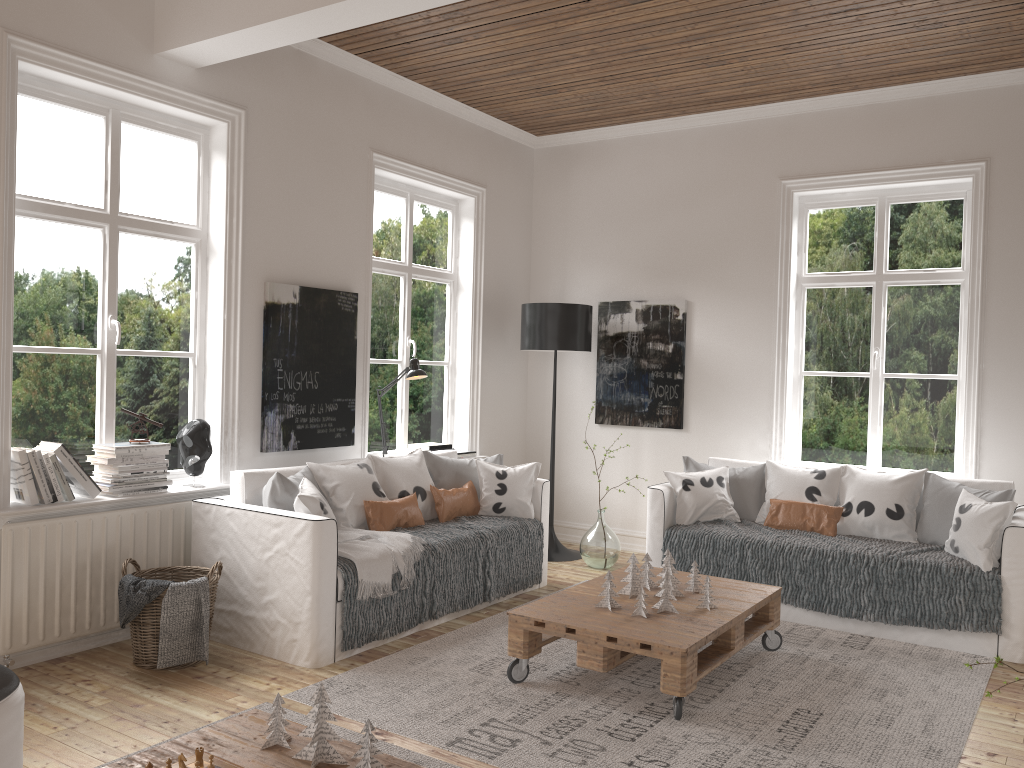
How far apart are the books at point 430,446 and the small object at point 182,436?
1.7 meters

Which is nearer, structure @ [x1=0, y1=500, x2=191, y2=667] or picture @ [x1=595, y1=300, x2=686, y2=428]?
structure @ [x1=0, y1=500, x2=191, y2=667]

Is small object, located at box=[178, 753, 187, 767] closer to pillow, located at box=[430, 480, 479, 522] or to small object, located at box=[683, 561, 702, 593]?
small object, located at box=[683, 561, 702, 593]

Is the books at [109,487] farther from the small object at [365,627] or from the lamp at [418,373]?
the lamp at [418,373]

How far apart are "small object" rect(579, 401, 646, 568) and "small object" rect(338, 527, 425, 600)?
1.74m

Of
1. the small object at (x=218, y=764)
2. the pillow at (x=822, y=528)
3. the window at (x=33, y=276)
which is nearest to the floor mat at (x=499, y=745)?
the pillow at (x=822, y=528)

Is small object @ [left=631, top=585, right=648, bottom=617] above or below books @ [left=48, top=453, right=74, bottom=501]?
below

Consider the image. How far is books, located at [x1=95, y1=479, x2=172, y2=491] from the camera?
3.99m

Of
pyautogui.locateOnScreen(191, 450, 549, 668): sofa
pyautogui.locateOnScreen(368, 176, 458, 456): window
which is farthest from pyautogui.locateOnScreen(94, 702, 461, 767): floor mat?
pyautogui.locateOnScreen(368, 176, 458, 456): window

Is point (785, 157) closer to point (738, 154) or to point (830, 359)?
point (738, 154)
